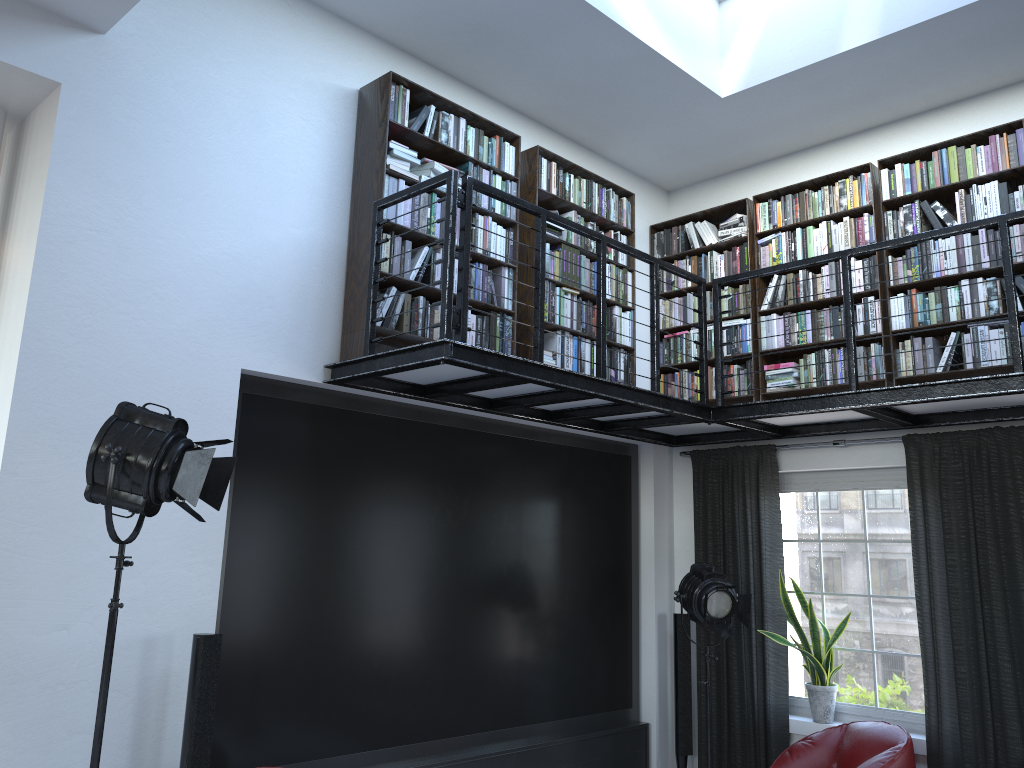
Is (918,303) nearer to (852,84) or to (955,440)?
(955,440)

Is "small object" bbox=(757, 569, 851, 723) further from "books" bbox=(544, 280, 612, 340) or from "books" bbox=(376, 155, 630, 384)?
"books" bbox=(544, 280, 612, 340)

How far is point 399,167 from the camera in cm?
476

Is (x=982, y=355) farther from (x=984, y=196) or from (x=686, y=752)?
(x=686, y=752)

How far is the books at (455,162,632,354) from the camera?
5.2 meters

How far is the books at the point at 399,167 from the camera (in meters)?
4.76

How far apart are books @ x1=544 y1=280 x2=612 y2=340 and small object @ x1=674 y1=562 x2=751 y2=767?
1.6 meters

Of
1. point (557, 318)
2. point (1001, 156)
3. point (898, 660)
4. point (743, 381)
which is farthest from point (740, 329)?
point (898, 660)

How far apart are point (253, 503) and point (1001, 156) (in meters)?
4.65

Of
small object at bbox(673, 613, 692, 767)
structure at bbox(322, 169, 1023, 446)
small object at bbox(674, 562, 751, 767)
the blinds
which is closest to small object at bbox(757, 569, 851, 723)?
the blinds
